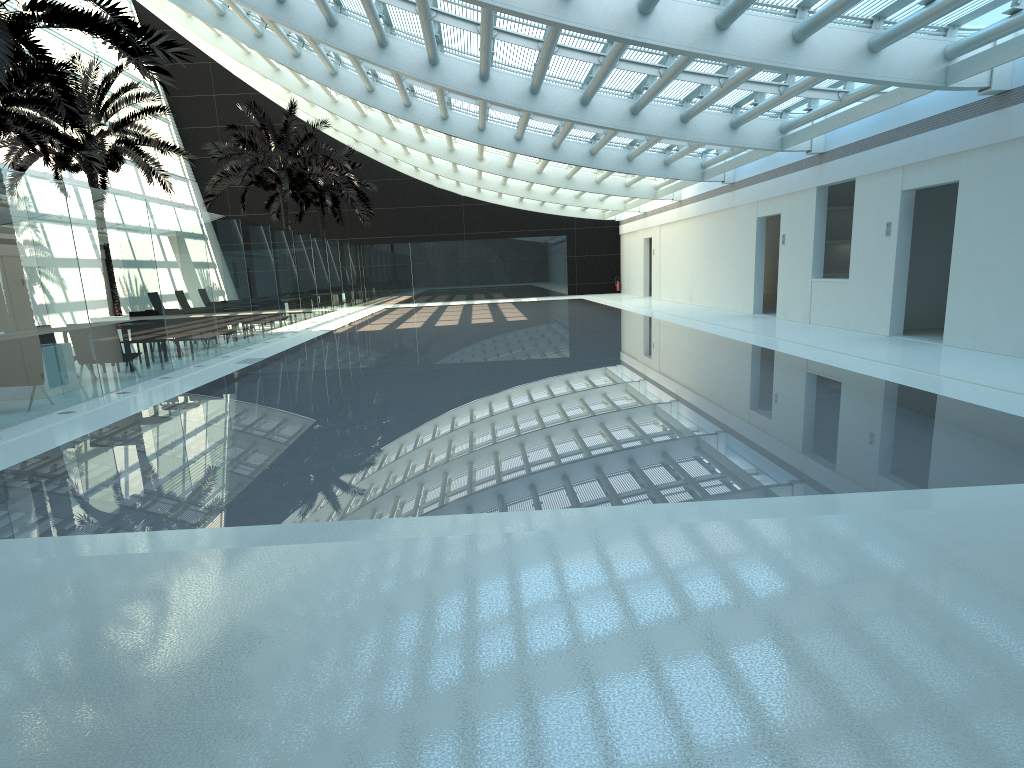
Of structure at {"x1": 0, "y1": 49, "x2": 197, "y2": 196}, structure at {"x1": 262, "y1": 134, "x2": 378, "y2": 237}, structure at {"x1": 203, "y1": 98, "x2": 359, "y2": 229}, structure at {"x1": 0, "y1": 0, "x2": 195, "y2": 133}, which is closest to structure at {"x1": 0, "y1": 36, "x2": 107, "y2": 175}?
structure at {"x1": 0, "y1": 49, "x2": 197, "y2": 196}

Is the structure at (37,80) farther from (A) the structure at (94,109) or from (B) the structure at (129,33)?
(B) the structure at (129,33)

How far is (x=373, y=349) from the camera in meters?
17.7

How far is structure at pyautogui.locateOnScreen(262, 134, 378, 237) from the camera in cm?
3693

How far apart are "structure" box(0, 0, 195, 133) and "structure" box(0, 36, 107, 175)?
3.6m

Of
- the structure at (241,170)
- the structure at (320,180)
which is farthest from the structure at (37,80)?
the structure at (320,180)

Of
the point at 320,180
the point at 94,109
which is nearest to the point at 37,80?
the point at 94,109

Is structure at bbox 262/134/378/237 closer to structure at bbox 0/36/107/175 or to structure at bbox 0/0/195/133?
structure at bbox 0/36/107/175

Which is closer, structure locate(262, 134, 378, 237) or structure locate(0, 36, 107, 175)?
structure locate(0, 36, 107, 175)

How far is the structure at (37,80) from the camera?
16.7m
